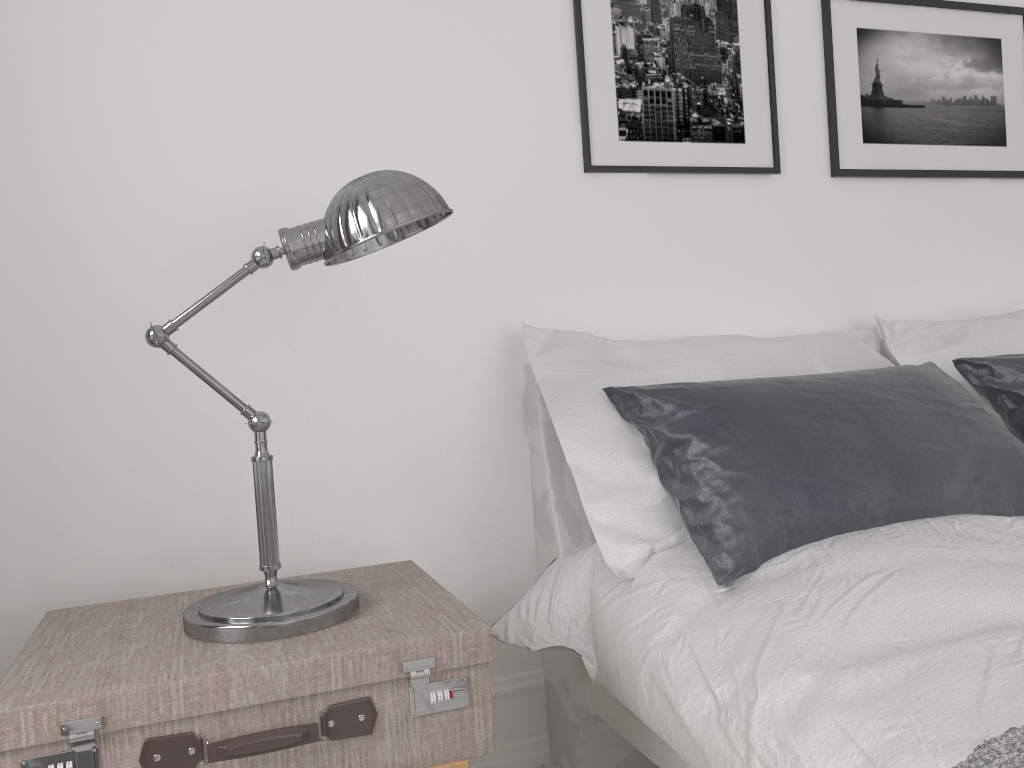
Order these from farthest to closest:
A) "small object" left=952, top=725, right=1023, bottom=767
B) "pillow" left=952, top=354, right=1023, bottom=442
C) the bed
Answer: "pillow" left=952, top=354, right=1023, bottom=442
the bed
"small object" left=952, top=725, right=1023, bottom=767

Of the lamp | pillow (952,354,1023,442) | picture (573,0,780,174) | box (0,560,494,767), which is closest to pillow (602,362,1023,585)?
pillow (952,354,1023,442)

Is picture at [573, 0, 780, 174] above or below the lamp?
above

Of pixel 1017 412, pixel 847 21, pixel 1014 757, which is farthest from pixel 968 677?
pixel 847 21

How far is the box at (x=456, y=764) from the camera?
1.3 meters

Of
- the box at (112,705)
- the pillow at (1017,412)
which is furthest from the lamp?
the pillow at (1017,412)

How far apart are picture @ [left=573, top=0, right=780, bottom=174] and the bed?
0.5m

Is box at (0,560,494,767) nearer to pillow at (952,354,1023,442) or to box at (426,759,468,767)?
box at (426,759,468,767)

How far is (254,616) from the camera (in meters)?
1.30

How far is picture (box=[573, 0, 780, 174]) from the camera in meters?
2.1
